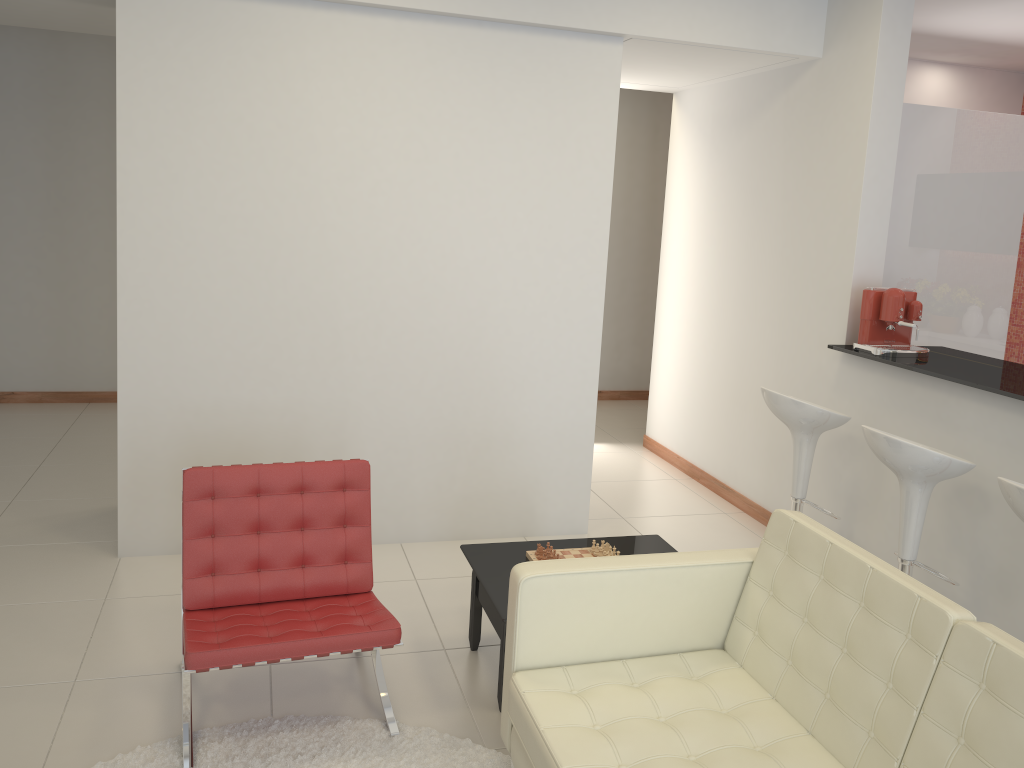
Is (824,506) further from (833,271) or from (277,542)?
(277,542)

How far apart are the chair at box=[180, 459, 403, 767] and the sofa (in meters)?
0.45

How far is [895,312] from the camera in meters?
4.3 m

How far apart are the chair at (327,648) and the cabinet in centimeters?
314cm

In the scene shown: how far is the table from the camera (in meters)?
3.33

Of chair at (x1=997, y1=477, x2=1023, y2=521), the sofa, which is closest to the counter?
chair at (x1=997, y1=477, x2=1023, y2=521)

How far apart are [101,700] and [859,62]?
4.54m

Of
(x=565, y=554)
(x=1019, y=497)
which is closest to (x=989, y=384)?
(x=1019, y=497)

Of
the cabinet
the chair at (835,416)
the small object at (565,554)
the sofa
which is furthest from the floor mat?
the cabinet

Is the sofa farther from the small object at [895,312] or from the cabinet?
the cabinet
